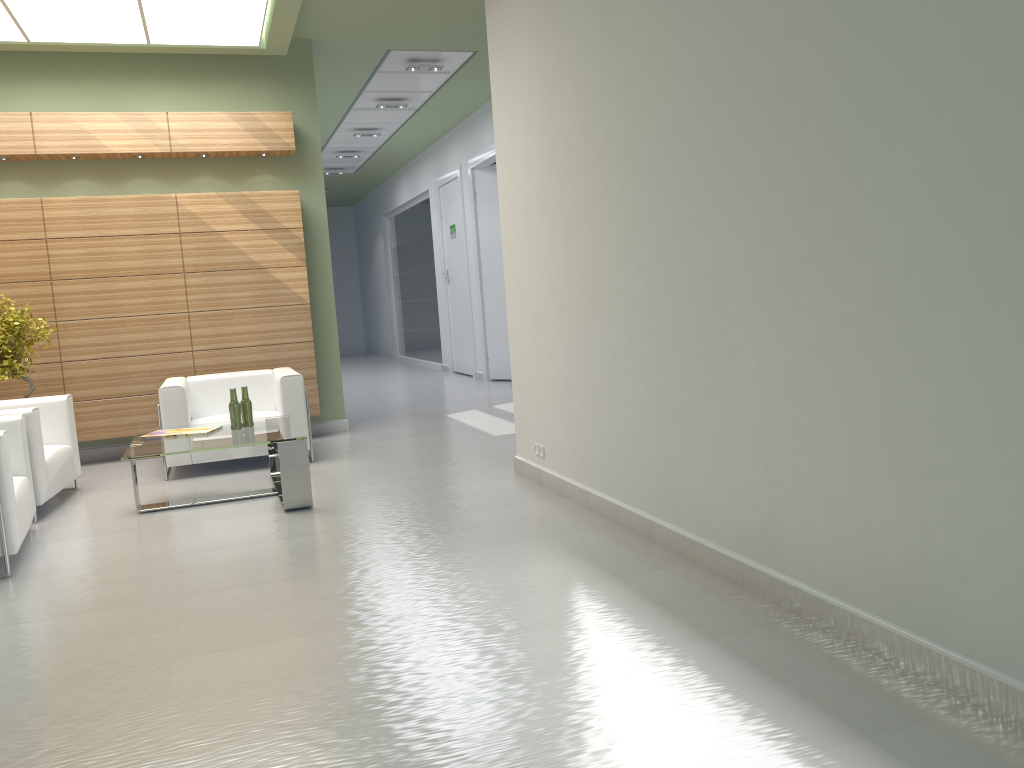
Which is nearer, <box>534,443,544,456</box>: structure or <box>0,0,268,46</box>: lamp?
<box>534,443,544,456</box>: structure

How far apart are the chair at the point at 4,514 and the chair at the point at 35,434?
0.6m

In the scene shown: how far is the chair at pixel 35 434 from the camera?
9.5 meters

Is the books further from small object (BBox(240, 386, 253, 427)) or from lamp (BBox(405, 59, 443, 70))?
lamp (BBox(405, 59, 443, 70))

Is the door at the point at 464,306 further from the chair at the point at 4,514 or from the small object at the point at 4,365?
the chair at the point at 4,514

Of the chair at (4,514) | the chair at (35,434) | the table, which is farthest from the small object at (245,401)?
the chair at (4,514)

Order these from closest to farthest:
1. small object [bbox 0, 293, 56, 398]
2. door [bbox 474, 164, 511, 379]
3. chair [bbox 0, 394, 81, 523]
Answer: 1. chair [bbox 0, 394, 81, 523]
2. small object [bbox 0, 293, 56, 398]
3. door [bbox 474, 164, 511, 379]

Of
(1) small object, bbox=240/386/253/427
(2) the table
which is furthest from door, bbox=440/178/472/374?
(1) small object, bbox=240/386/253/427

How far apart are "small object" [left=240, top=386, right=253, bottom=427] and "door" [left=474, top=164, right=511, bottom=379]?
11.5 meters

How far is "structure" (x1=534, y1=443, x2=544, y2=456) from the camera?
9.6m
